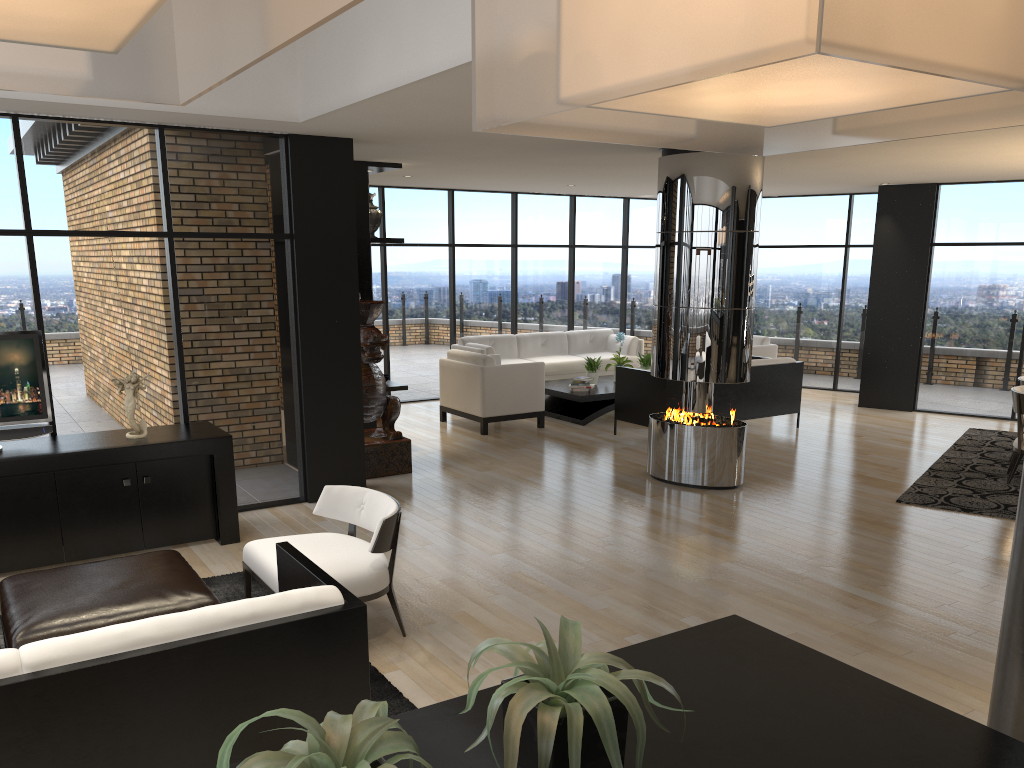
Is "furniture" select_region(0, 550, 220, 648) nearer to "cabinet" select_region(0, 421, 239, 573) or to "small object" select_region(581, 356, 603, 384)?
"cabinet" select_region(0, 421, 239, 573)

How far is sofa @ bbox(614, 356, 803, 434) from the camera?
9.04m

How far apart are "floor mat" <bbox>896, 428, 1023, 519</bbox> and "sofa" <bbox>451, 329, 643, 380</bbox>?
4.42m

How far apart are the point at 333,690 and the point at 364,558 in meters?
1.4

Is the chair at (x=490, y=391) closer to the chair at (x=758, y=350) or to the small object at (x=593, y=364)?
the small object at (x=593, y=364)

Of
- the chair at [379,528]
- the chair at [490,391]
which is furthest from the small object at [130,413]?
the chair at [490,391]

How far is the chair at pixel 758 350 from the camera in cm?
1169

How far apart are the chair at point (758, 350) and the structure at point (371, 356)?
5.7m

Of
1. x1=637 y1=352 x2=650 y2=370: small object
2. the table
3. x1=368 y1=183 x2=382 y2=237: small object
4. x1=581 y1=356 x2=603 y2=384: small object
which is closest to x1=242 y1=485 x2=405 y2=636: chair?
x1=368 y1=183 x2=382 y2=237: small object

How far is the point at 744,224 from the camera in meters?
7.0 m
